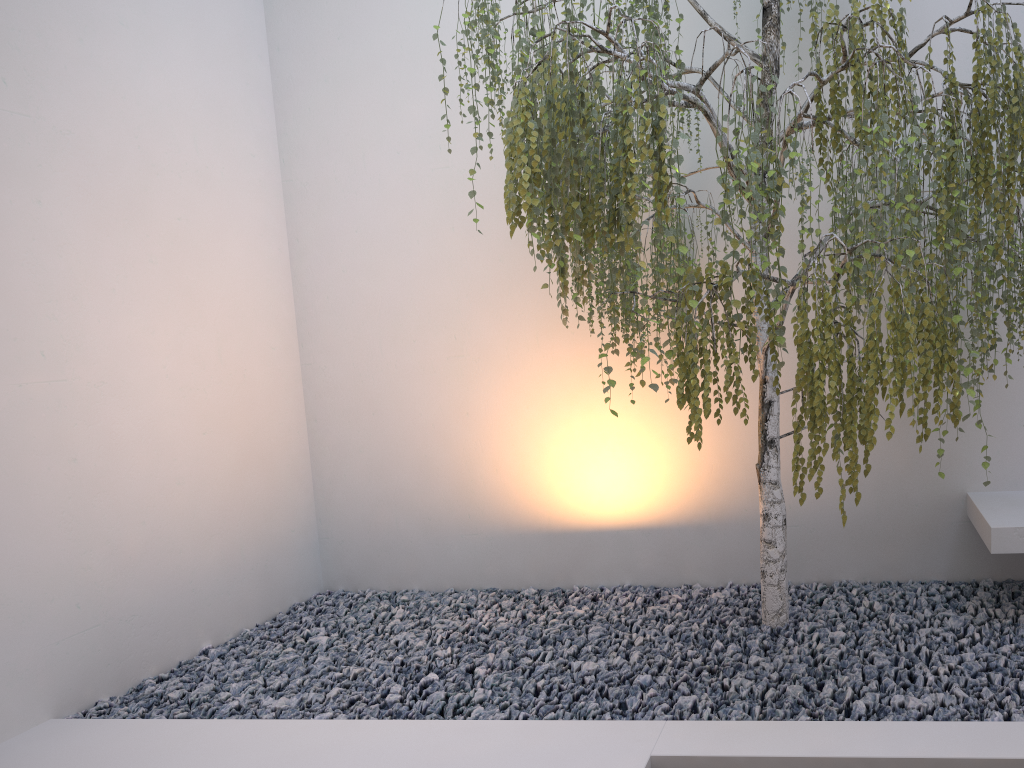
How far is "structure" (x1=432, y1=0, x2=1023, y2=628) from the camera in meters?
2.2

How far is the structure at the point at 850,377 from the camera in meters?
2.2

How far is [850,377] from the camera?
2.2m

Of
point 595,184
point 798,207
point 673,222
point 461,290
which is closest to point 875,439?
point 595,184
